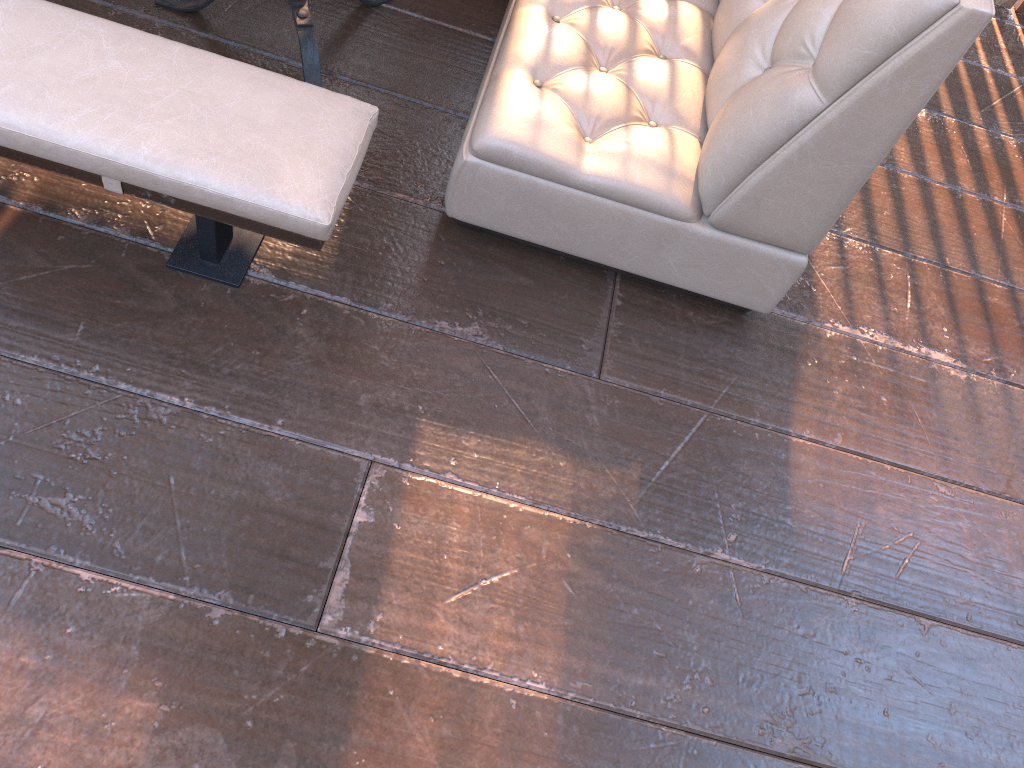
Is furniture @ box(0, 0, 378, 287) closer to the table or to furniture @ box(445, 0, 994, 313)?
furniture @ box(445, 0, 994, 313)

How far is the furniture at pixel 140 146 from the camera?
1.4 meters

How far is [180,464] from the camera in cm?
157

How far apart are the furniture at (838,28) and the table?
0.4m

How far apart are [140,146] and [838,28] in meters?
1.2 m

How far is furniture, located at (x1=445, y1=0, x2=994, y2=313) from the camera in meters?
1.5 m

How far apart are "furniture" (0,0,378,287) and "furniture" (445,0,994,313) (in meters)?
0.23

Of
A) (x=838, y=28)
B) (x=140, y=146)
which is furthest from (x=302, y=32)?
(x=838, y=28)

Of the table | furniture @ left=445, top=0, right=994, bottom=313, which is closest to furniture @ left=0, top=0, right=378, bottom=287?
furniture @ left=445, top=0, right=994, bottom=313

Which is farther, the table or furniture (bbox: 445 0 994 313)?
the table
